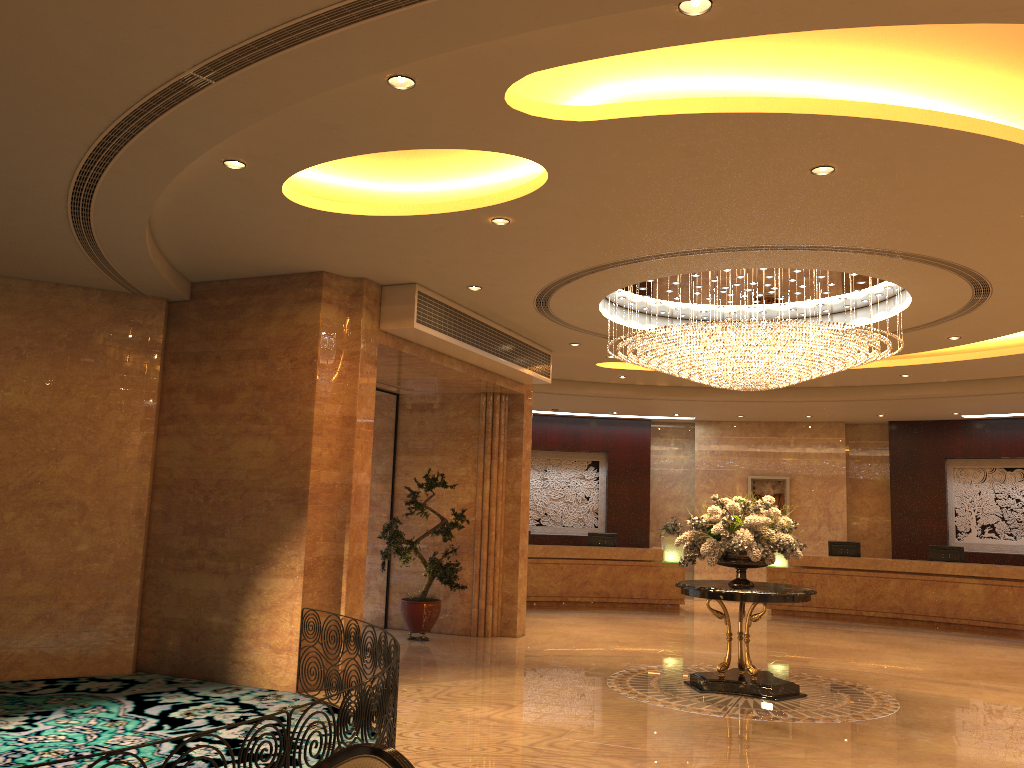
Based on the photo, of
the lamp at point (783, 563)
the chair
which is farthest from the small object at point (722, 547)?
the lamp at point (783, 563)

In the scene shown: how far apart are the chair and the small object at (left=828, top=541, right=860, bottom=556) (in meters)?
15.77

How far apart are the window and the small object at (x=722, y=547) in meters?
5.0

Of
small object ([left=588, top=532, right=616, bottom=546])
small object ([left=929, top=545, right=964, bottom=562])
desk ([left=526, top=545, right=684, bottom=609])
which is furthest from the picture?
small object ([left=588, top=532, right=616, bottom=546])

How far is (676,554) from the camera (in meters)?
17.57

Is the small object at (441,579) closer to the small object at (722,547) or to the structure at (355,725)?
the small object at (722,547)

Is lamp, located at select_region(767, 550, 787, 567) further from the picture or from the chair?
the chair

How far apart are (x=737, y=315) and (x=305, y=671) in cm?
677

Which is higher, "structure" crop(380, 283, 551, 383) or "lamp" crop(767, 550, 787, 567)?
"structure" crop(380, 283, 551, 383)

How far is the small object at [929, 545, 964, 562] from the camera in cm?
1635
